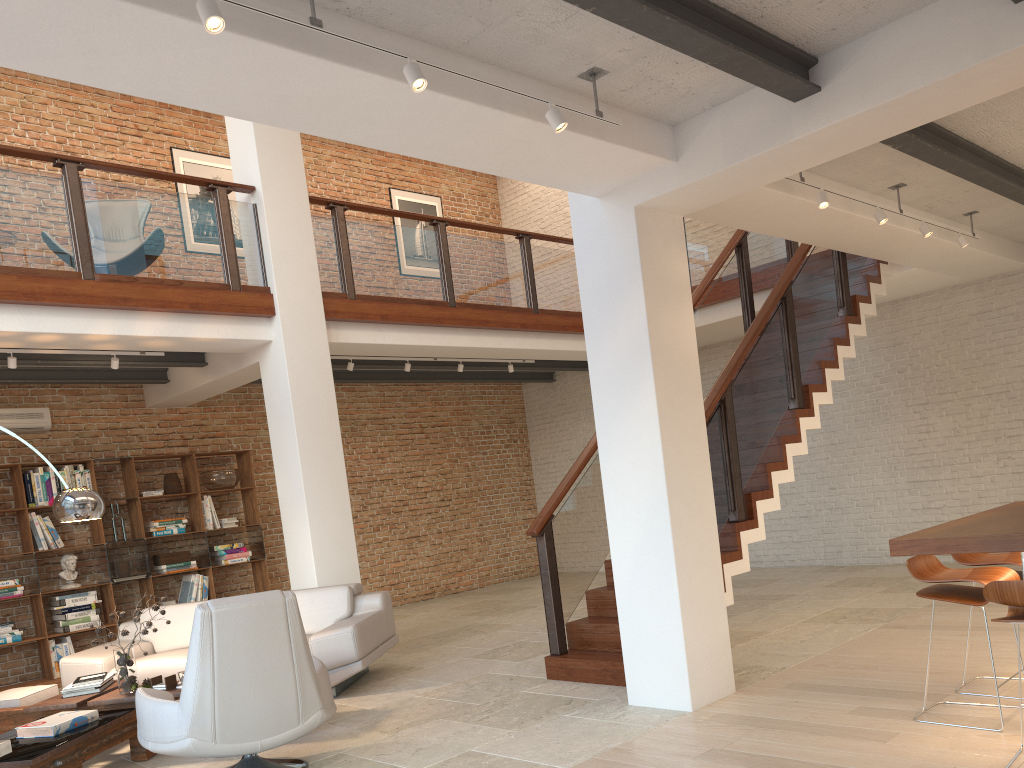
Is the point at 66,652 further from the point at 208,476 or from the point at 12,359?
the point at 12,359

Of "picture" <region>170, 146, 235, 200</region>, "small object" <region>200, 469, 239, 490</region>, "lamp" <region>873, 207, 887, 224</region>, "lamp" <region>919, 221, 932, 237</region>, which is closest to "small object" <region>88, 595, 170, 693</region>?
"small object" <region>200, 469, 239, 490</region>

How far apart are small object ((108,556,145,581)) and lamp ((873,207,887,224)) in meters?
7.6 m

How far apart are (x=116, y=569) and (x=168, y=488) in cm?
96

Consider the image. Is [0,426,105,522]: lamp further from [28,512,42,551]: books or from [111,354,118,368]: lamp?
[28,512,42,551]: books

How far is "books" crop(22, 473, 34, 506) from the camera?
8.4 meters

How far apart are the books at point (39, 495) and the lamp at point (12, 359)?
2.1m

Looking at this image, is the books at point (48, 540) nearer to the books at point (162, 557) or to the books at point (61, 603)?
the books at point (61, 603)

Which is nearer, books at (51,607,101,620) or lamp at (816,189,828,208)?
lamp at (816,189,828,208)

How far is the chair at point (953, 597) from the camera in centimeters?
389cm
